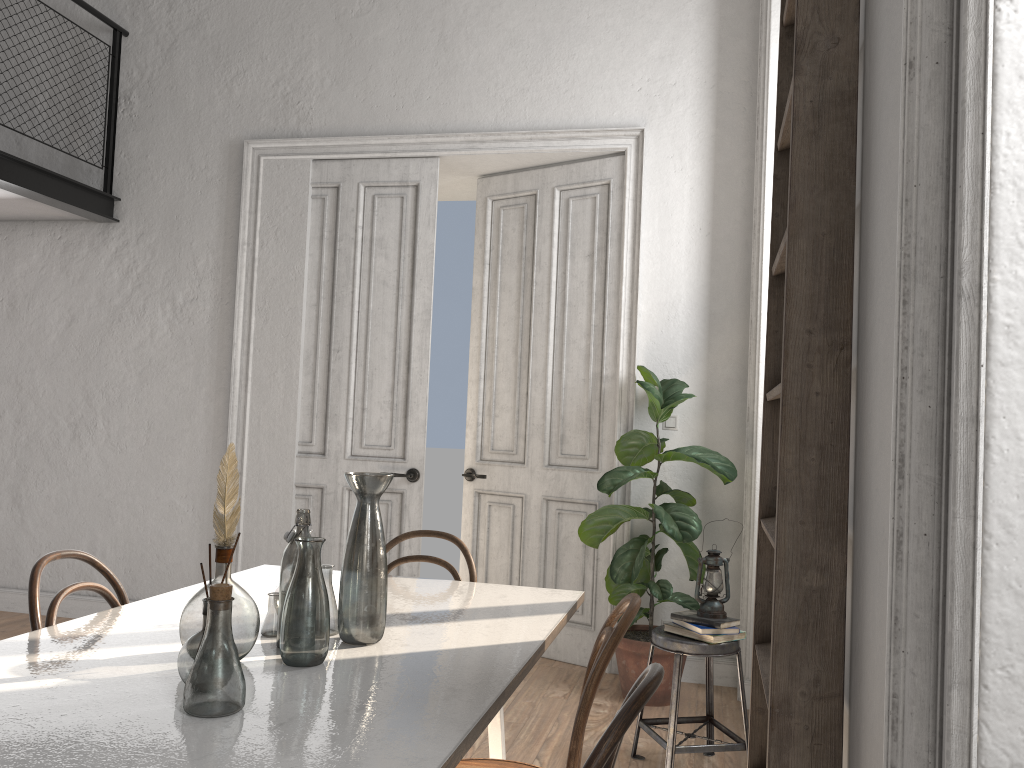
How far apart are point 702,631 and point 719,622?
0.07m

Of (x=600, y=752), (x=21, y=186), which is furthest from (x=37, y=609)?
(x=21, y=186)

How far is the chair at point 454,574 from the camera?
2.91m

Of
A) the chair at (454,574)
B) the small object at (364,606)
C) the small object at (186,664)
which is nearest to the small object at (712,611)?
Result: the chair at (454,574)

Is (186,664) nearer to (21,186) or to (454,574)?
(454,574)

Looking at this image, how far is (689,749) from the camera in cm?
321

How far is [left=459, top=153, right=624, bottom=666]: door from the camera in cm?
Result: 487

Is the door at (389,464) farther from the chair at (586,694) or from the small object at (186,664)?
the small object at (186,664)

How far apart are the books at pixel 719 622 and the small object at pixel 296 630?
1.9 meters

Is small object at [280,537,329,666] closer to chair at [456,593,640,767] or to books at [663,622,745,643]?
chair at [456,593,640,767]
